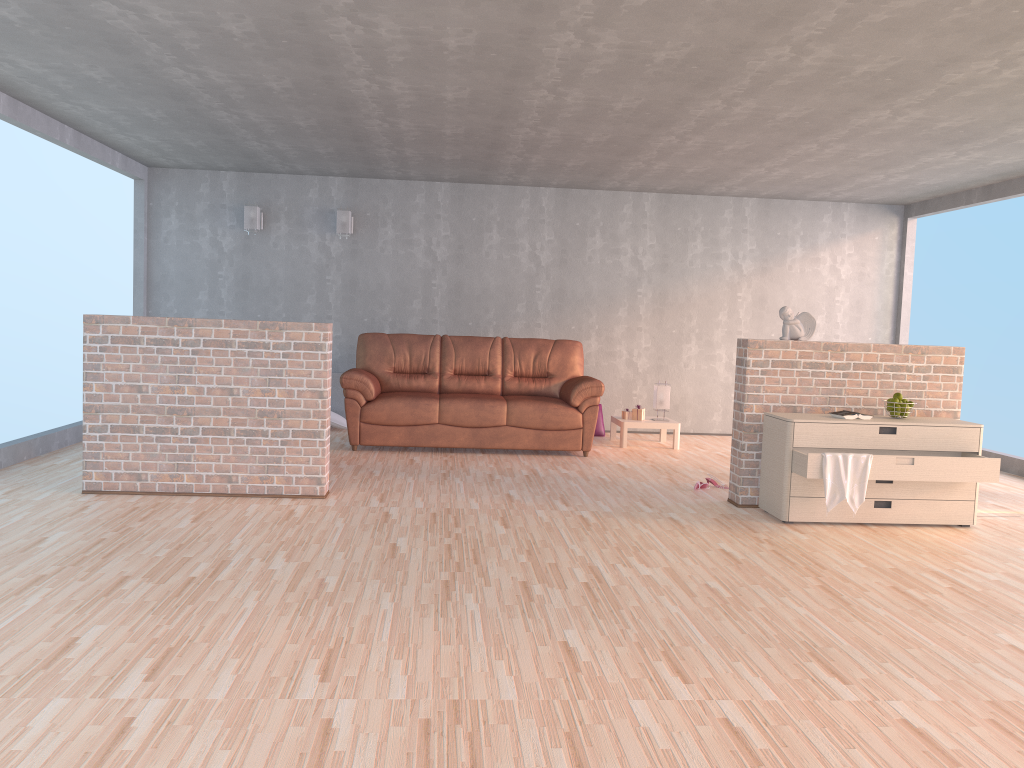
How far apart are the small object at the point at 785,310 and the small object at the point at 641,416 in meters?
2.7

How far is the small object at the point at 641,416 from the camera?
8.20m

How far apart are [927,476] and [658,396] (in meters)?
3.44

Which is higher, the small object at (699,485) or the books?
the books

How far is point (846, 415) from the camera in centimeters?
520cm

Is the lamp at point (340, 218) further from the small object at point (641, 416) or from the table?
the small object at point (641, 416)

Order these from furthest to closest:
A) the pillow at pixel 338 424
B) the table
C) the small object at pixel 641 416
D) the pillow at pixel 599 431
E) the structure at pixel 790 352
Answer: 1. the pillow at pixel 599 431
2. the pillow at pixel 338 424
3. the small object at pixel 641 416
4. the table
5. the structure at pixel 790 352

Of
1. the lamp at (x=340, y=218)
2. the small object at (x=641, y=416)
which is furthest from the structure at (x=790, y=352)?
the lamp at (x=340, y=218)

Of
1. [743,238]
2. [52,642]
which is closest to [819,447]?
[52,642]

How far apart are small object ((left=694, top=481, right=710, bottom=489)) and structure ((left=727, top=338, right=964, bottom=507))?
0.4m
